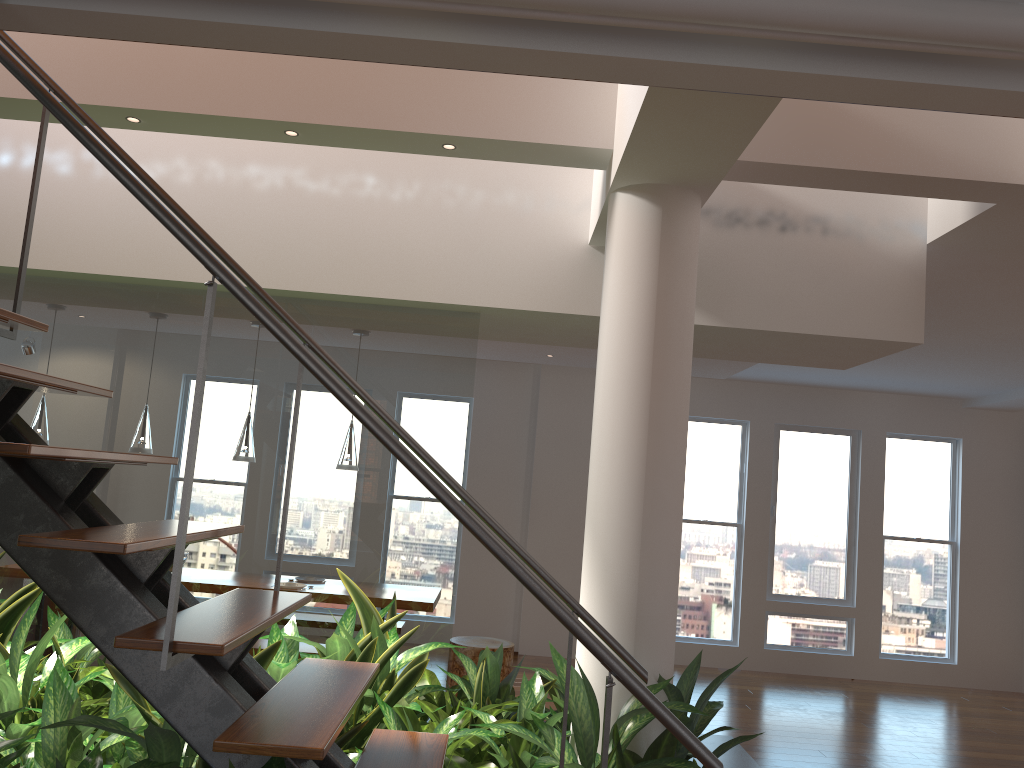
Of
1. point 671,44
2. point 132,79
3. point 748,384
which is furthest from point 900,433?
point 671,44

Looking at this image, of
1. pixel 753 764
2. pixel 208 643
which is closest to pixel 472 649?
pixel 753 764

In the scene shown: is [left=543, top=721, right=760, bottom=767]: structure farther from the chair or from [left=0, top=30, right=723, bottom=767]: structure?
the chair

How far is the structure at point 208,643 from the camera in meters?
1.6

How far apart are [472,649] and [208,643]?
4.7m

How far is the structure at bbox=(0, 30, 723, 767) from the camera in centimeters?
161cm

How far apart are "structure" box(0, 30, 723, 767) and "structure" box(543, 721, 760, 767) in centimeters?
192cm

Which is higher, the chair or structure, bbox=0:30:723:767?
structure, bbox=0:30:723:767

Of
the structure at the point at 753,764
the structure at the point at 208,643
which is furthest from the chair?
the structure at the point at 208,643

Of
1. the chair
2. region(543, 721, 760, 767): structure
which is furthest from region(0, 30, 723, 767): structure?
the chair
